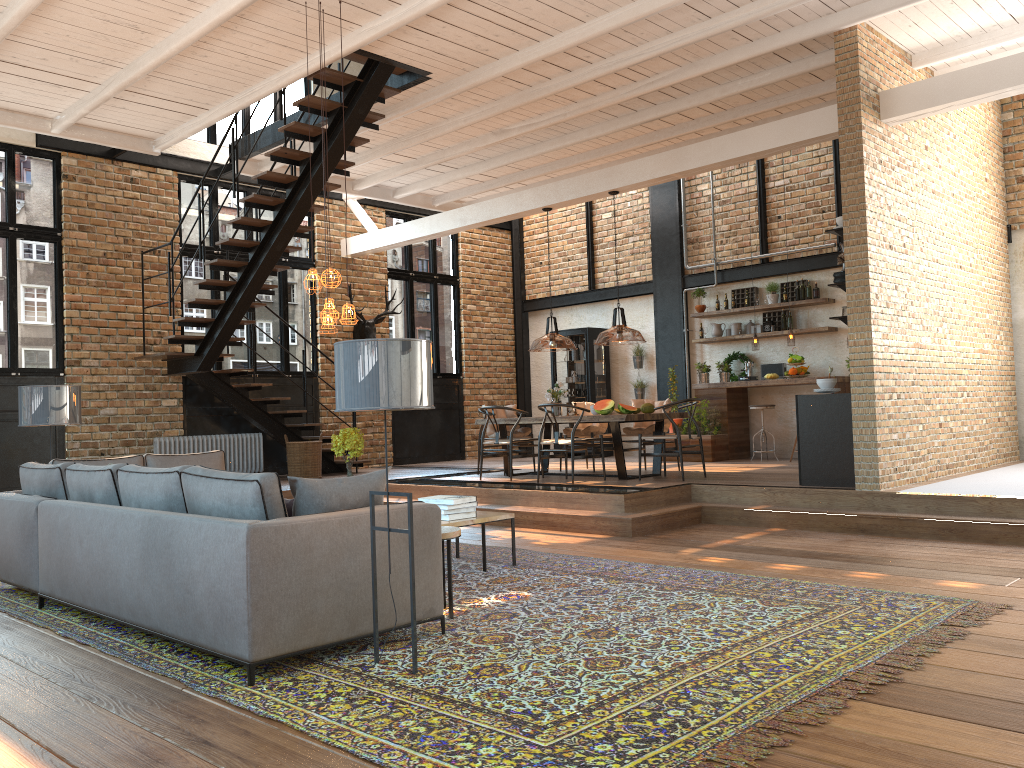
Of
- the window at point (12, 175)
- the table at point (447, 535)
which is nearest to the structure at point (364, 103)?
the window at point (12, 175)

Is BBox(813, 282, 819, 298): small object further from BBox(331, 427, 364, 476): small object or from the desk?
BBox(331, 427, 364, 476): small object

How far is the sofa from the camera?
3.7m

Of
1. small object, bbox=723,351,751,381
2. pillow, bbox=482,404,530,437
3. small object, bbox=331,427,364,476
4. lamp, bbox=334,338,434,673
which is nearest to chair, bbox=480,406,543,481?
pillow, bbox=482,404,530,437

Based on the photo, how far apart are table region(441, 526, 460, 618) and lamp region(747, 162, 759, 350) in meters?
8.1 m

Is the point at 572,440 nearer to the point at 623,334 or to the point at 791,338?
the point at 791,338

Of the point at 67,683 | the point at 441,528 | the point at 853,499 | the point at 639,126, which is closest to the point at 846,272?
the point at 853,499

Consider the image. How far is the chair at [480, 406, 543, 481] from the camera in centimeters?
1003cm

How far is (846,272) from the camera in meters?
7.7

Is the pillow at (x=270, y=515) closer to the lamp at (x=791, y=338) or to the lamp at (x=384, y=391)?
the lamp at (x=384, y=391)
